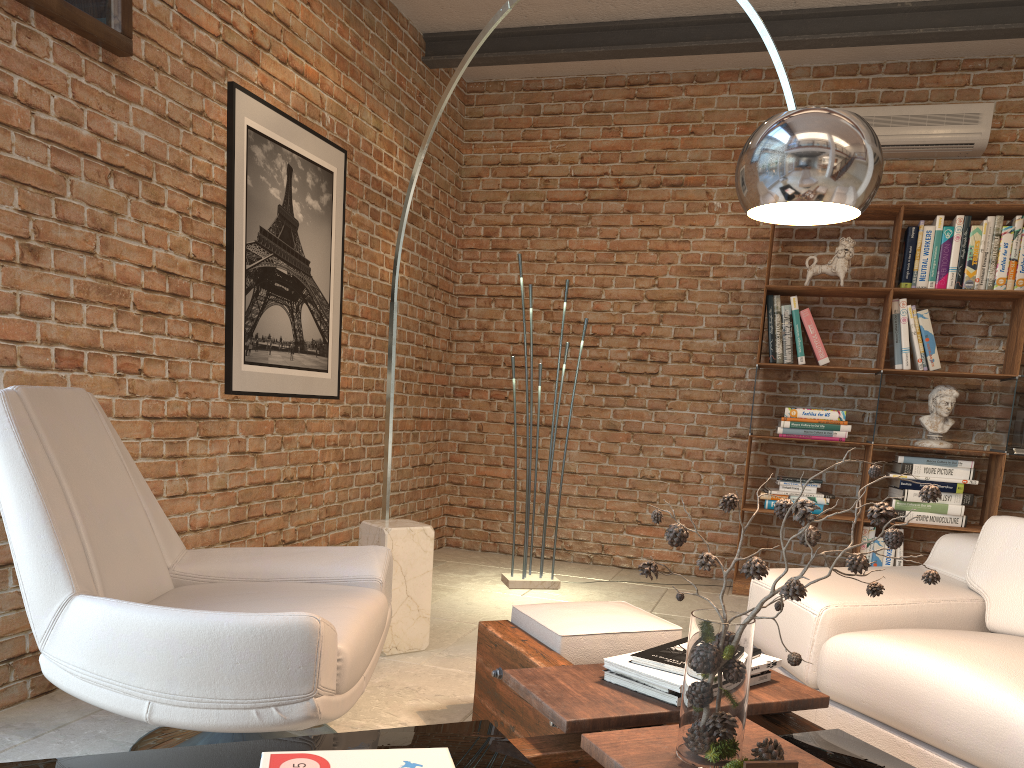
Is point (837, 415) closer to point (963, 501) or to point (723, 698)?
point (963, 501)

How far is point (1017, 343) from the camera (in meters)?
4.67

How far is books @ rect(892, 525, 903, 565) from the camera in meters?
4.8

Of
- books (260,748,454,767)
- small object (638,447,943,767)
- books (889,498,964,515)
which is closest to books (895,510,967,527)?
books (889,498,964,515)

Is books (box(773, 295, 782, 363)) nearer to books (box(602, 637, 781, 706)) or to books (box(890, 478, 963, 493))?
books (box(890, 478, 963, 493))

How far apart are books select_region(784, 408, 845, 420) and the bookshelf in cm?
17

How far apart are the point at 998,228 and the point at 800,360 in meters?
1.2 m

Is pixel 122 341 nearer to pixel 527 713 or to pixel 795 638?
pixel 527 713

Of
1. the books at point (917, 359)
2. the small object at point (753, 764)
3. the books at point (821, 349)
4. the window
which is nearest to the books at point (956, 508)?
the books at point (917, 359)

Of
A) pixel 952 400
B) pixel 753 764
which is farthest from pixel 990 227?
pixel 753 764
